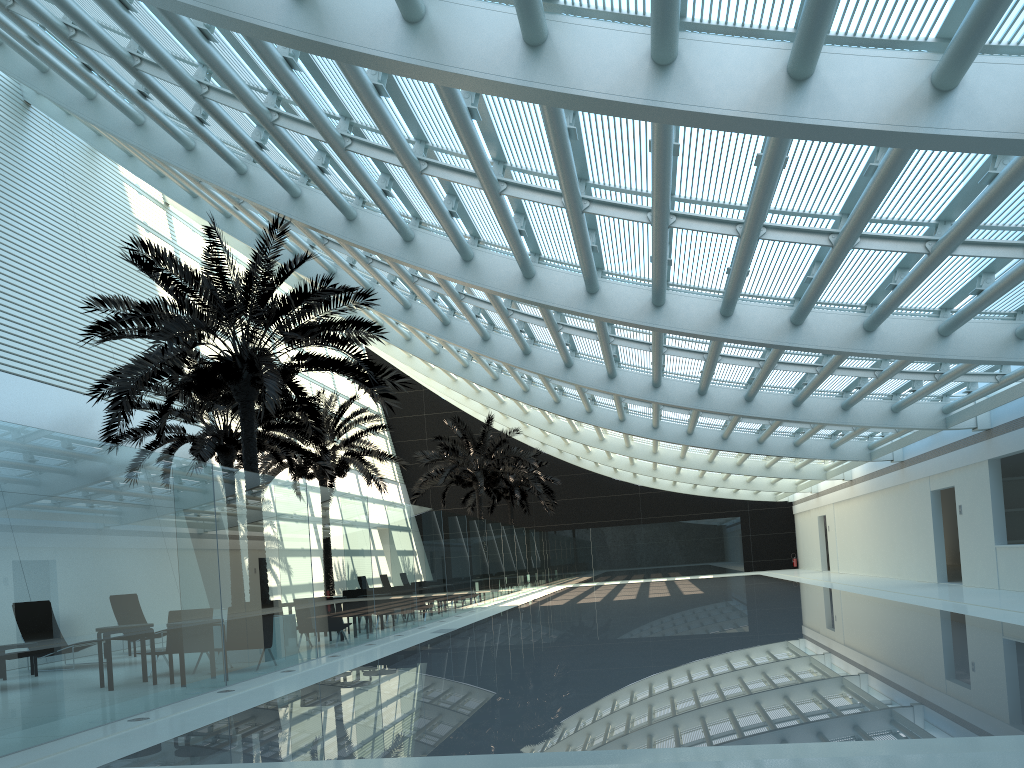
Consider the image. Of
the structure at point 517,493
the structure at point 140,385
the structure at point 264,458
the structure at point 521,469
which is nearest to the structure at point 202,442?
the structure at point 264,458

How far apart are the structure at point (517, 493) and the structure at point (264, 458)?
11.85m

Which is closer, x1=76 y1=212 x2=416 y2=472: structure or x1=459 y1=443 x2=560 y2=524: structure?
x1=76 y1=212 x2=416 y2=472: structure

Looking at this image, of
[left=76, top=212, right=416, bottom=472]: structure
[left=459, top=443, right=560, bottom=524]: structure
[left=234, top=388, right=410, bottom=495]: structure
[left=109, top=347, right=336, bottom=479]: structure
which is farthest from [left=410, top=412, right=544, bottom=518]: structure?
[left=76, top=212, right=416, bottom=472]: structure

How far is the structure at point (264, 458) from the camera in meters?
24.3 m

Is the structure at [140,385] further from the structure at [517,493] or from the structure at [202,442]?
the structure at [517,493]

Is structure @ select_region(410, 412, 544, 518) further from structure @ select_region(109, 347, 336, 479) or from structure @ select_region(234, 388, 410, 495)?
structure @ select_region(109, 347, 336, 479)

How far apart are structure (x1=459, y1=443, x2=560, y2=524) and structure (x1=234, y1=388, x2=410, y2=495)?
11.9 meters

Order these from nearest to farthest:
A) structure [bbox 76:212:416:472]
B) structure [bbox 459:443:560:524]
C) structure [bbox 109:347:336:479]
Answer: structure [bbox 76:212:416:472], structure [bbox 109:347:336:479], structure [bbox 459:443:560:524]

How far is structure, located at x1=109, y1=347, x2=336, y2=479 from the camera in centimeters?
1847cm
